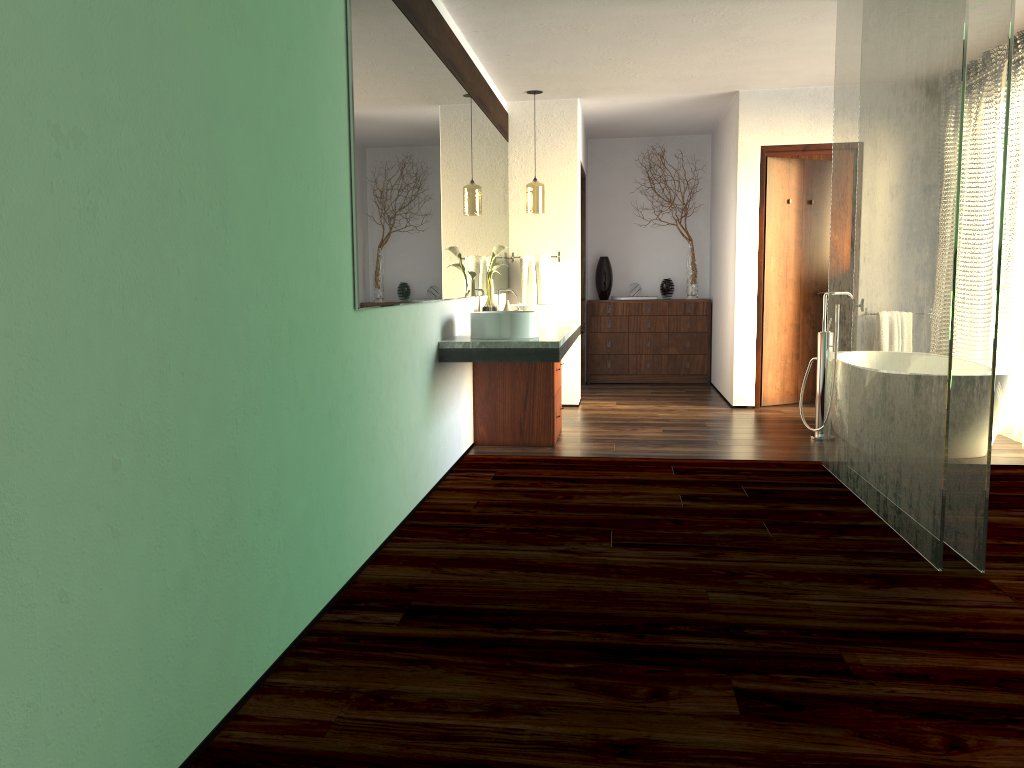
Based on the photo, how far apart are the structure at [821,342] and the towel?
2.1m

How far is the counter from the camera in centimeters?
424cm

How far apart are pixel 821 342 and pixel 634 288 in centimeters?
328cm

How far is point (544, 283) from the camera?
6.8m

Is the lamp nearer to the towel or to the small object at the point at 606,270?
the towel

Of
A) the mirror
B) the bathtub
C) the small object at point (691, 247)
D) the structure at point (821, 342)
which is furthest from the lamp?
the bathtub

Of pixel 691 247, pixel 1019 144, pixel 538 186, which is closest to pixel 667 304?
pixel 691 247

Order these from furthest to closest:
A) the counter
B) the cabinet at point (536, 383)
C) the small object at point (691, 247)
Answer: the small object at point (691, 247)
the cabinet at point (536, 383)
the counter

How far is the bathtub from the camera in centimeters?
460cm

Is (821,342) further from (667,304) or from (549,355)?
(667,304)
